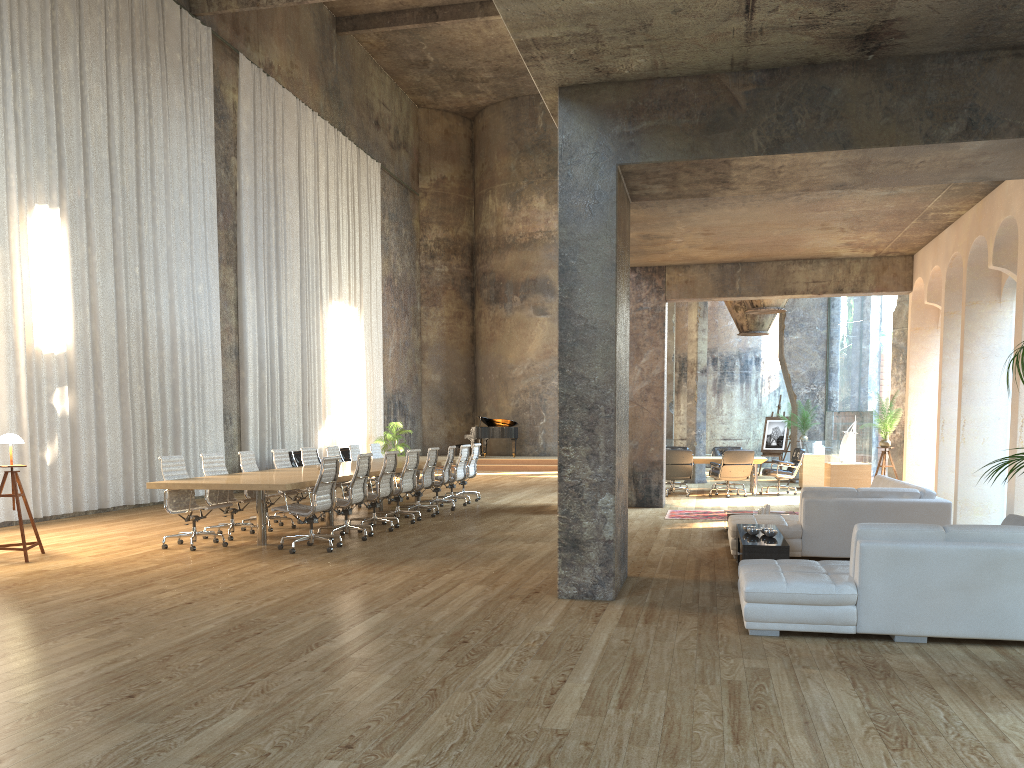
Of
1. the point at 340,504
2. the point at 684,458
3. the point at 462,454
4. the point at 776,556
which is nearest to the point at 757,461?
the point at 684,458

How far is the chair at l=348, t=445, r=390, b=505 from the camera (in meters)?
14.92

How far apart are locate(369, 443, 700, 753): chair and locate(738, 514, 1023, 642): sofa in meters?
10.5

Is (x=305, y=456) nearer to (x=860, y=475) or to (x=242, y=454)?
(x=242, y=454)

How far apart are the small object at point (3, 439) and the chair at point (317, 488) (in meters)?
2.49

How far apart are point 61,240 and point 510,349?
17.1m

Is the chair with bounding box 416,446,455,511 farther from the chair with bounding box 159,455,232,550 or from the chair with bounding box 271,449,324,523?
the chair with bounding box 159,455,232,550

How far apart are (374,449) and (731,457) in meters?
6.5

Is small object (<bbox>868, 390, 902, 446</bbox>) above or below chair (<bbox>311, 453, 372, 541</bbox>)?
above

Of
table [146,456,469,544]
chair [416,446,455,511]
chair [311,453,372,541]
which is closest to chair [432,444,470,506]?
table [146,456,469,544]
